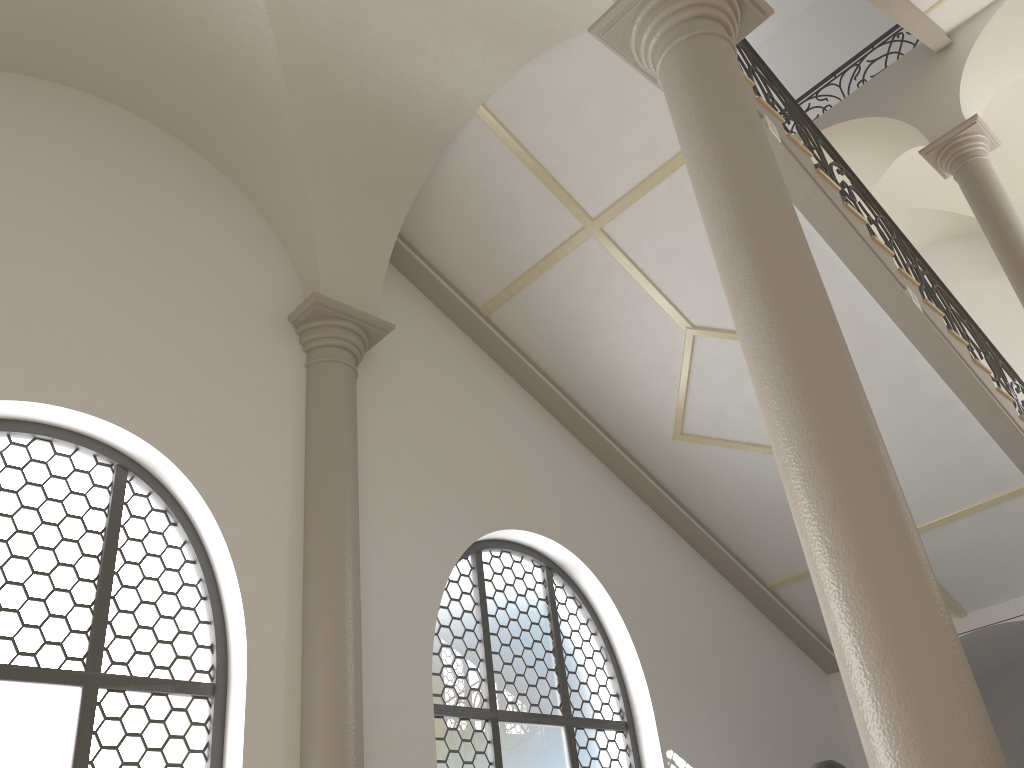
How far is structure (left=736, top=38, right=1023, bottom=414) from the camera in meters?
7.0 m

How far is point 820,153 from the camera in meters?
7.0

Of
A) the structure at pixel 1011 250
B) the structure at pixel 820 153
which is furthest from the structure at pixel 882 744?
the structure at pixel 1011 250

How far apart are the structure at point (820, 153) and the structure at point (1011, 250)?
1.3 meters

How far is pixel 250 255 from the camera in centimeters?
633cm

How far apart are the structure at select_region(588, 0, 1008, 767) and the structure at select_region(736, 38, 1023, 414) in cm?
211

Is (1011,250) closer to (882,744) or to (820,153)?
(820,153)

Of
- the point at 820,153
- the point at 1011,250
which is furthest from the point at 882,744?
the point at 1011,250

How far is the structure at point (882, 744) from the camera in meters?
2.6 m

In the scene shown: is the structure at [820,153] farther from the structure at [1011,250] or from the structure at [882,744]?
the structure at [882,744]
